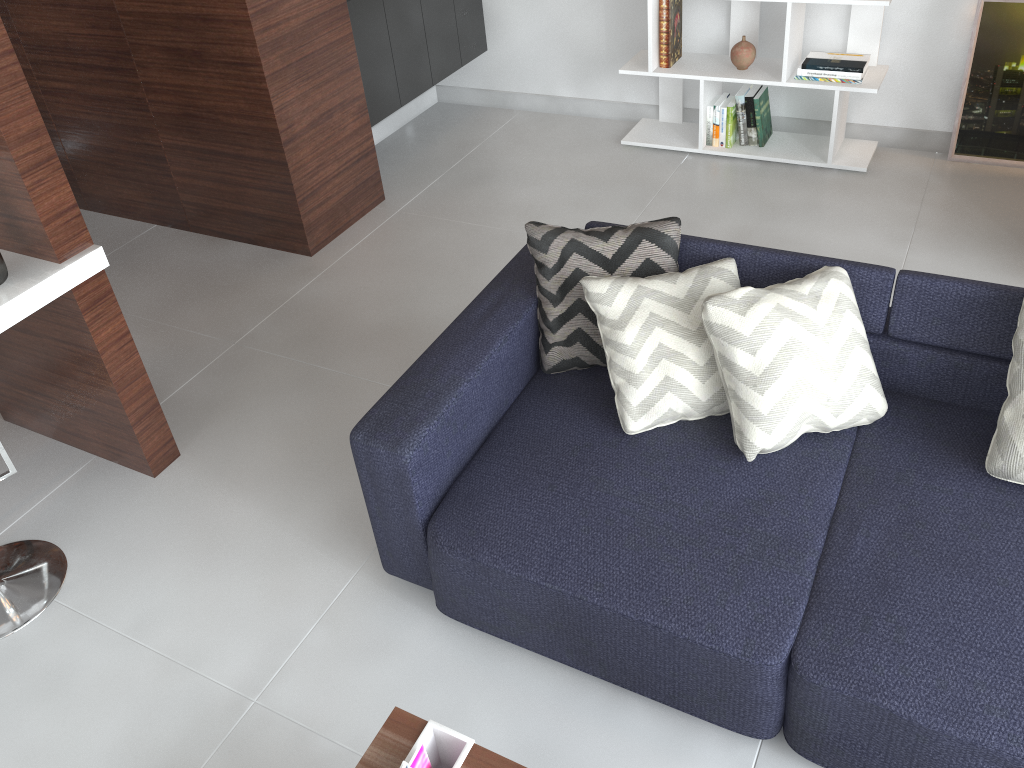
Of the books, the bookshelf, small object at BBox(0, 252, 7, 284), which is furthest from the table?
the bookshelf

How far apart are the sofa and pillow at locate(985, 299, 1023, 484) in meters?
0.0

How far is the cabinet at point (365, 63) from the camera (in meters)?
3.78

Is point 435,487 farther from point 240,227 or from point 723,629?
point 240,227

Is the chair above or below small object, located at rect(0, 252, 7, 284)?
below

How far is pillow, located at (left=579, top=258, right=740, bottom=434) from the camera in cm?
214

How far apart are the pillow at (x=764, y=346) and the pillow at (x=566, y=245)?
0.3 meters

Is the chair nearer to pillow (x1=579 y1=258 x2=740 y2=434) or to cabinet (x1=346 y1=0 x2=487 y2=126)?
pillow (x1=579 y1=258 x2=740 y2=434)

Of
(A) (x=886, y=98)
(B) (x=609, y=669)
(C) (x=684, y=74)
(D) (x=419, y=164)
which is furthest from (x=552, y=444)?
(A) (x=886, y=98)

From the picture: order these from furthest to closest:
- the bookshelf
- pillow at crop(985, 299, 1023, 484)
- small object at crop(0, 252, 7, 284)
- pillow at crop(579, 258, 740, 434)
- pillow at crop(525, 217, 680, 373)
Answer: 1. the bookshelf
2. pillow at crop(525, 217, 680, 373)
3. pillow at crop(579, 258, 740, 434)
4. pillow at crop(985, 299, 1023, 484)
5. small object at crop(0, 252, 7, 284)
